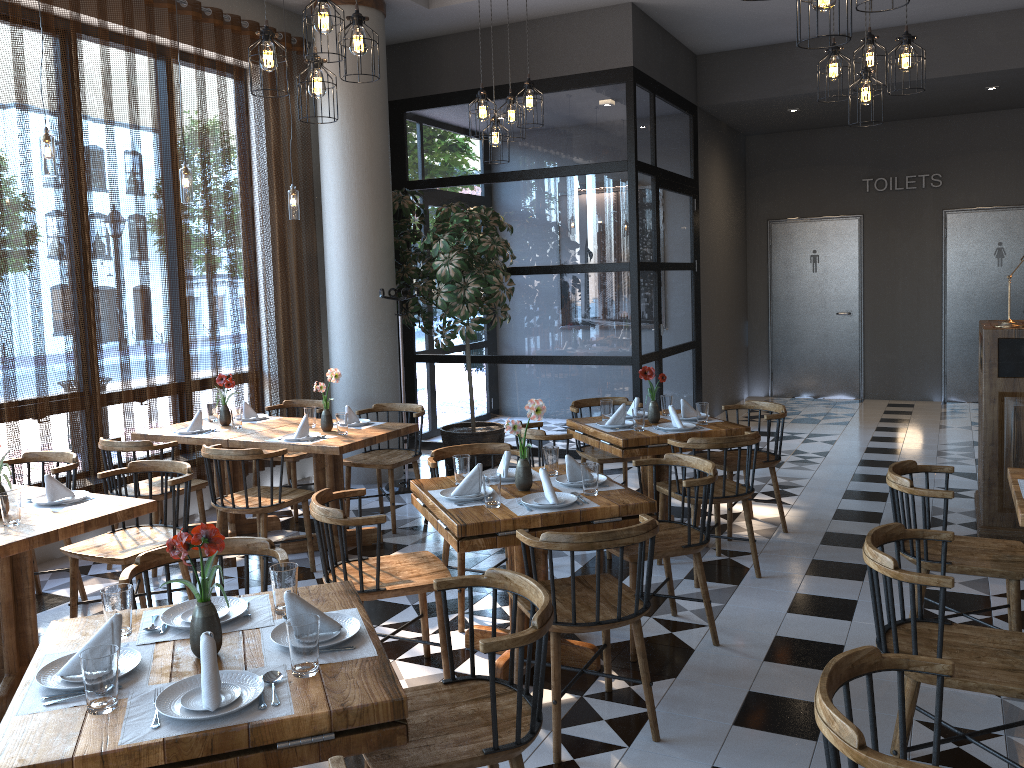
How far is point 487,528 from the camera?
3.43m

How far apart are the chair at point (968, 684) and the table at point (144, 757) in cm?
153

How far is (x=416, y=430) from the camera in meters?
5.8

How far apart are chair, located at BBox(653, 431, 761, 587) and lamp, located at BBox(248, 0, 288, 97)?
2.76m

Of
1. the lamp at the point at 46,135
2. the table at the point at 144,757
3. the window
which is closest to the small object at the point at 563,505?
the table at the point at 144,757

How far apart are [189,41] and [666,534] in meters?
4.9 m

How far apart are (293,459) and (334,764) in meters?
4.8

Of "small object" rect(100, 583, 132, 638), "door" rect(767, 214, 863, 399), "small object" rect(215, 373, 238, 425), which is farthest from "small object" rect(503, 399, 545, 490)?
"door" rect(767, 214, 863, 399)

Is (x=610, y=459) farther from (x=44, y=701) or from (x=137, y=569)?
(x=44, y=701)

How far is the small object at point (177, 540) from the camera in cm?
216
